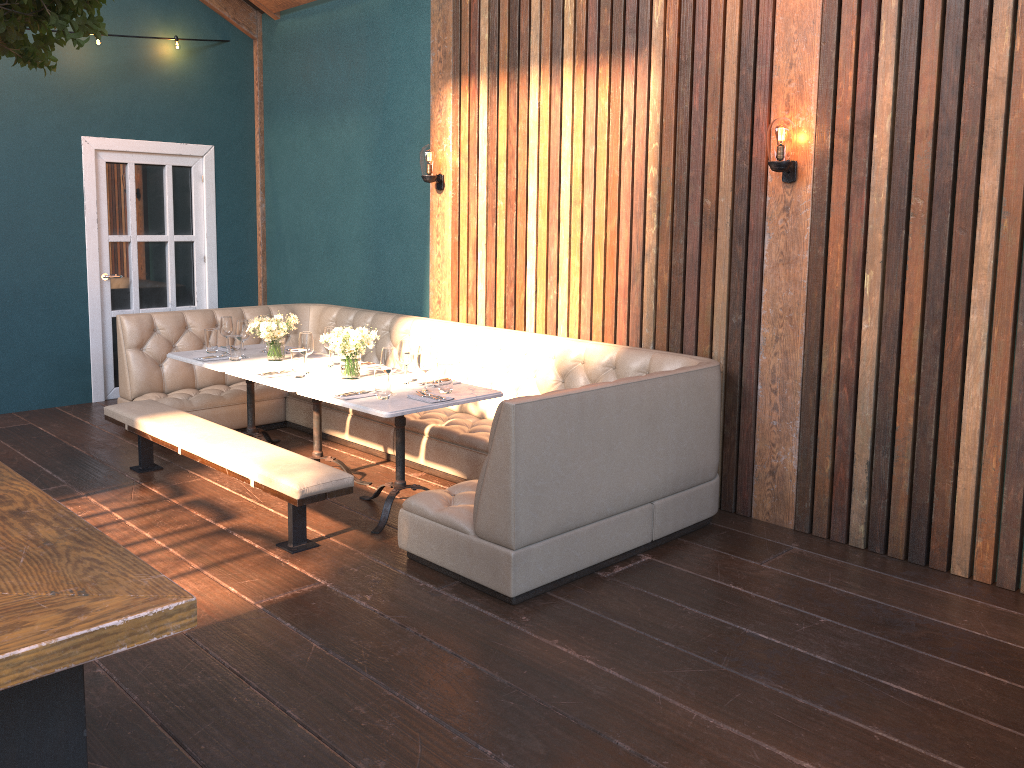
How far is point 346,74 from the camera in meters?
7.1

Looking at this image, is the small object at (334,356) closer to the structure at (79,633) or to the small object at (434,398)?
the small object at (434,398)

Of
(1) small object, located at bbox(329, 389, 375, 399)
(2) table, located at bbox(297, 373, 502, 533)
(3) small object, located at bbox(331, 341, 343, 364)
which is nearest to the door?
(3) small object, located at bbox(331, 341, 343, 364)

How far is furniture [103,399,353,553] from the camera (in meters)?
4.09

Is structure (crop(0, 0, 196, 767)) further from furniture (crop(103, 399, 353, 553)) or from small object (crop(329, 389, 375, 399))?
small object (crop(329, 389, 375, 399))

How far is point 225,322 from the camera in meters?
5.8

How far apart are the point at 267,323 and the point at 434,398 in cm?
159

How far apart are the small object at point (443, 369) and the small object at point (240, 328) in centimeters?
170cm

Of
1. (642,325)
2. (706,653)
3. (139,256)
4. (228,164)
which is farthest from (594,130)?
(139,256)

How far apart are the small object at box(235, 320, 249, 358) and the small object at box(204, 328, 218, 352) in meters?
0.3 m
